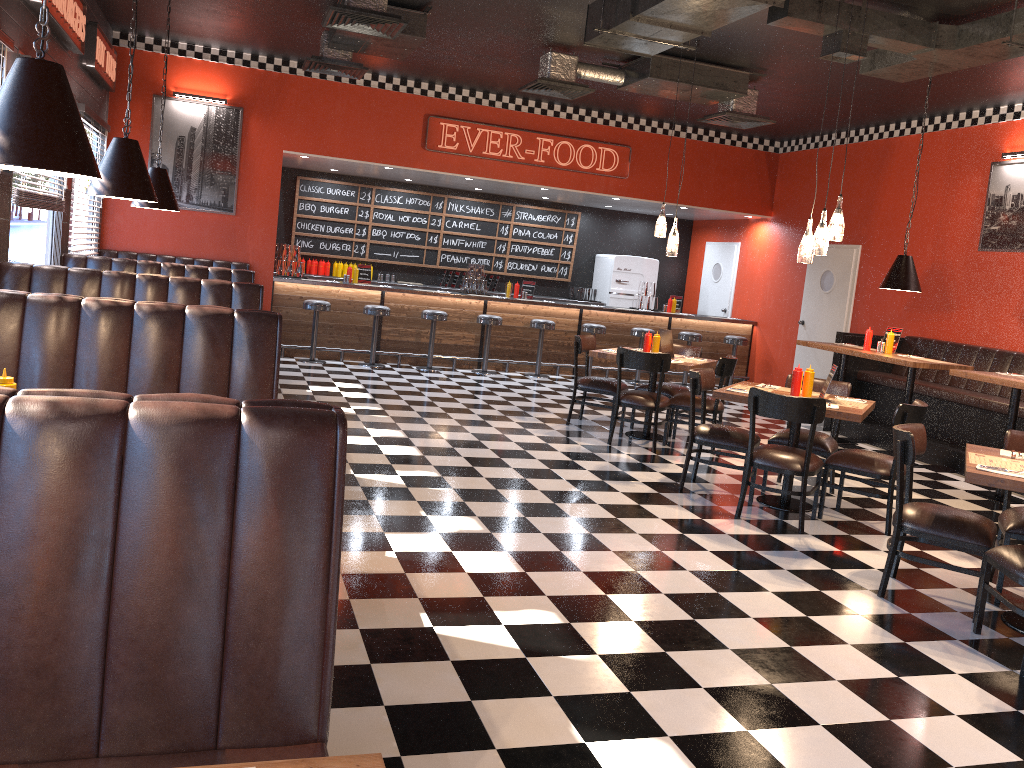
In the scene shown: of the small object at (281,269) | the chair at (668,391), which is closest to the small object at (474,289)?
the small object at (281,269)

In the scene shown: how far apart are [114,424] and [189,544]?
0.27m

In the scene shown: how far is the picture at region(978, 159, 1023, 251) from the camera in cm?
897

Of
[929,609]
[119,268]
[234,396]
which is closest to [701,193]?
[119,268]

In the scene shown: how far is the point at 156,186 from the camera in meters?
7.1

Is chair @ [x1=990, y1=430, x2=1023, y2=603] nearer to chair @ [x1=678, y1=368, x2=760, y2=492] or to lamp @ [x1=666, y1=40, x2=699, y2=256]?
chair @ [x1=678, y1=368, x2=760, y2=492]

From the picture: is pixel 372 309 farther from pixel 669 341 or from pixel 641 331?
pixel 669 341

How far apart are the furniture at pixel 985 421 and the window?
7.96m

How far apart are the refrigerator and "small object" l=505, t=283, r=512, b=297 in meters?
2.5 m

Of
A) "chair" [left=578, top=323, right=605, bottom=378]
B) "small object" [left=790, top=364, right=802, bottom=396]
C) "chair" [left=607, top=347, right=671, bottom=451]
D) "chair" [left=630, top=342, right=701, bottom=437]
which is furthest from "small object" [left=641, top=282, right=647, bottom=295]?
"small object" [left=790, top=364, right=802, bottom=396]
